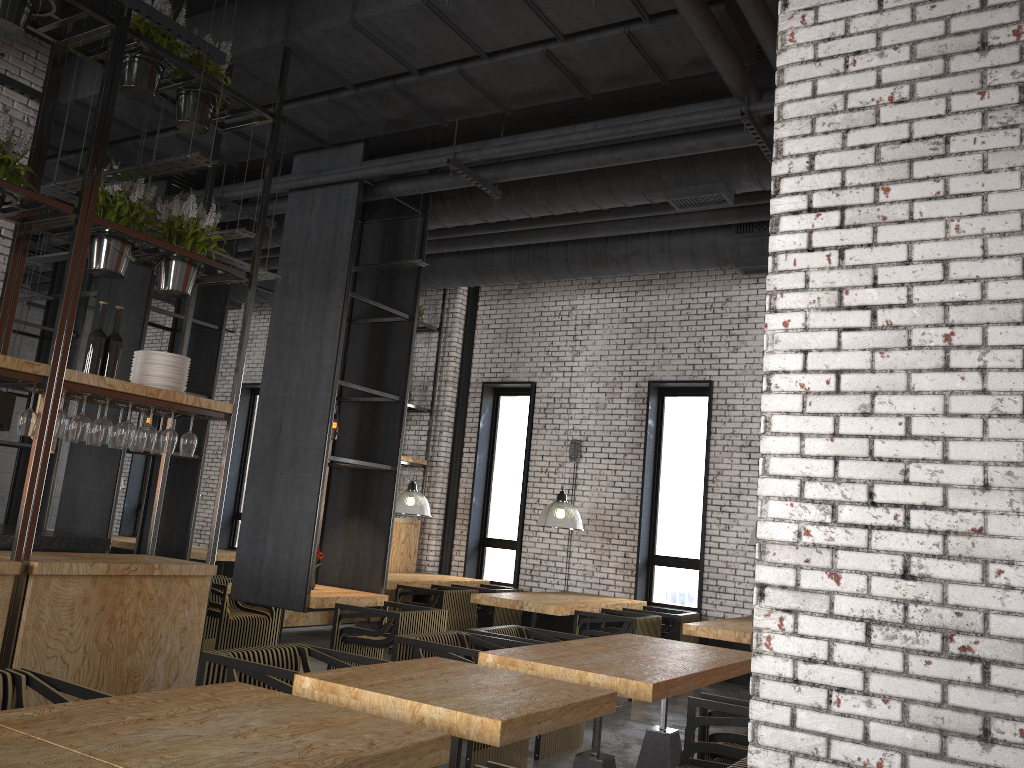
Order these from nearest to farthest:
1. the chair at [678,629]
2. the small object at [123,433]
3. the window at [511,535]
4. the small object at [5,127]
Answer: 1. the small object at [5,127]
2. the small object at [123,433]
3. the chair at [678,629]
4. the window at [511,535]

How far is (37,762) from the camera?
2.18m

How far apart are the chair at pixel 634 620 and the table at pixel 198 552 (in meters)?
5.34

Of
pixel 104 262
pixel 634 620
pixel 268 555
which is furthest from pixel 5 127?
pixel 634 620

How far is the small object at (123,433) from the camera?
5.1m

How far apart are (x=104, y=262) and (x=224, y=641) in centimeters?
382cm

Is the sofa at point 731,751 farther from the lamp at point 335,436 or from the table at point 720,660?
the lamp at point 335,436

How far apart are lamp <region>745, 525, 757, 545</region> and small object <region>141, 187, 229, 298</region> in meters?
5.4

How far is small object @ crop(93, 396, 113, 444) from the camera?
4.9 meters

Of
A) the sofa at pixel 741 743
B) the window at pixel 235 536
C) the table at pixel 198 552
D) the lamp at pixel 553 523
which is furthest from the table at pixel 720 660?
the window at pixel 235 536
